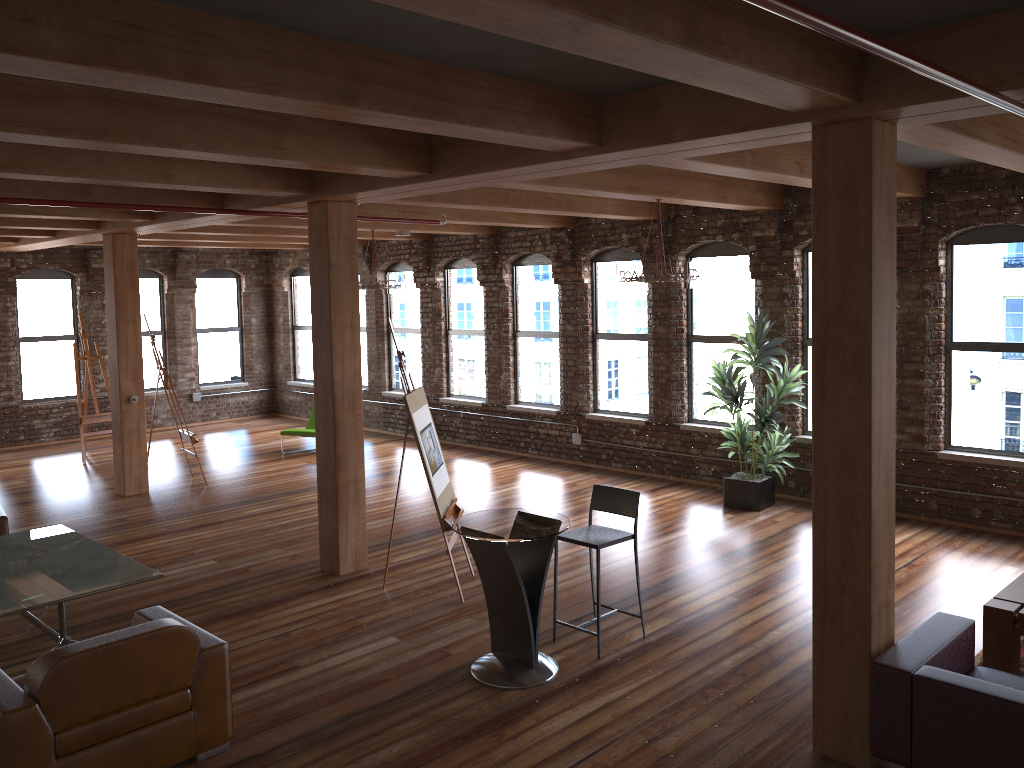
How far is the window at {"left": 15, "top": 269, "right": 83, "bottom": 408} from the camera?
14.2 meters

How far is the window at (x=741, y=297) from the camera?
10.09m

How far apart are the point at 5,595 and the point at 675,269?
5.5m

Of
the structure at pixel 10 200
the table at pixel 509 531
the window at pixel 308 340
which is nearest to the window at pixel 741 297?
the table at pixel 509 531

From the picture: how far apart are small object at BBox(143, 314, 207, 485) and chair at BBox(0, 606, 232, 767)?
6.10m

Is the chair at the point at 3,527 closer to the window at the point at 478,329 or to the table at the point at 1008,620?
the window at the point at 478,329

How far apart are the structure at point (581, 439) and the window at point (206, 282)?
0.3 meters

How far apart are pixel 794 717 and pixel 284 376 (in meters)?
13.55

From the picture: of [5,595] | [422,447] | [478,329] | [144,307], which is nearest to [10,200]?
[5,595]

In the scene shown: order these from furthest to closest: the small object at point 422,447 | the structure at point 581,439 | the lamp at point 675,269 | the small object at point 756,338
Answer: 1. the structure at point 581,439
2. the small object at point 756,338
3. the lamp at point 675,269
4. the small object at point 422,447
